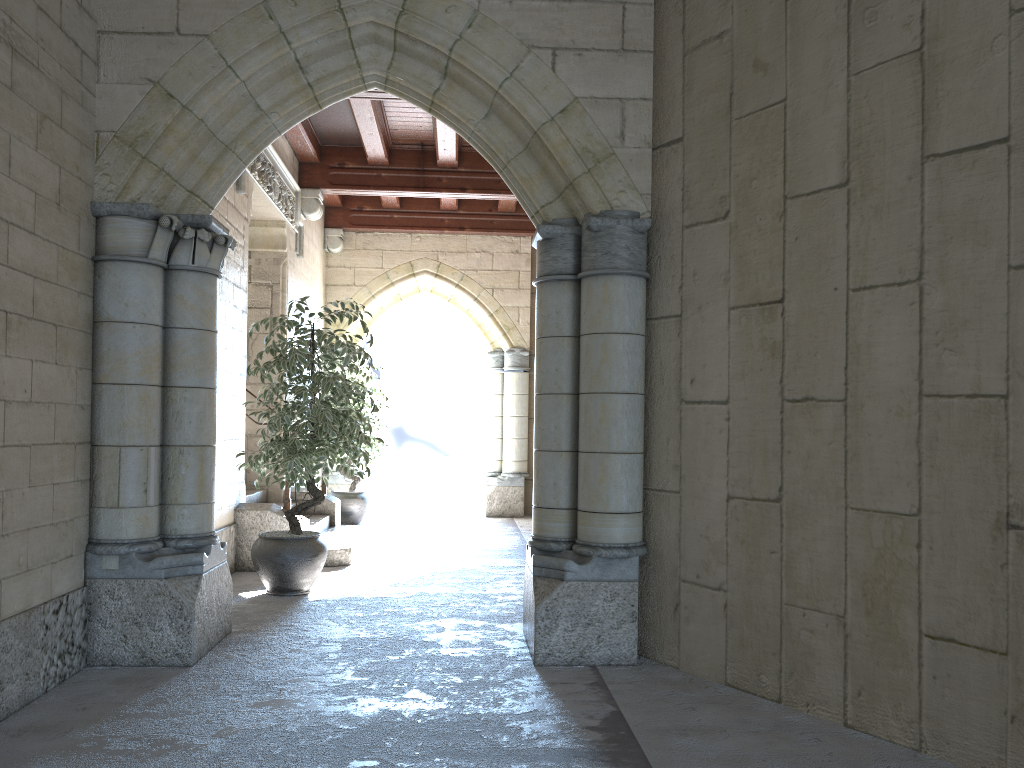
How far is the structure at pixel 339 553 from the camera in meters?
5.7 m

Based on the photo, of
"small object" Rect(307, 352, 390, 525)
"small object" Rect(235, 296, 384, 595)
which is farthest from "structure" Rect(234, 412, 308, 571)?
"small object" Rect(307, 352, 390, 525)

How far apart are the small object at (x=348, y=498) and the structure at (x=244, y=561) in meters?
2.4 m

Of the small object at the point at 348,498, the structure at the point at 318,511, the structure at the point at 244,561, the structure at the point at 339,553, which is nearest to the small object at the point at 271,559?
the structure at the point at 244,561

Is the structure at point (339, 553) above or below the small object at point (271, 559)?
below

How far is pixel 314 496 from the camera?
4.8 meters

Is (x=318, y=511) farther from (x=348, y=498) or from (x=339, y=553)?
(x=339, y=553)

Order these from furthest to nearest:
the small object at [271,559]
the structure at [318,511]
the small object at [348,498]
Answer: the small object at [348,498] < the structure at [318,511] < the small object at [271,559]

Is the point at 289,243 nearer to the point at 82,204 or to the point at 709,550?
the point at 82,204

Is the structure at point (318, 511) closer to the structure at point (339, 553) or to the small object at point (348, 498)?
the structure at point (339, 553)
